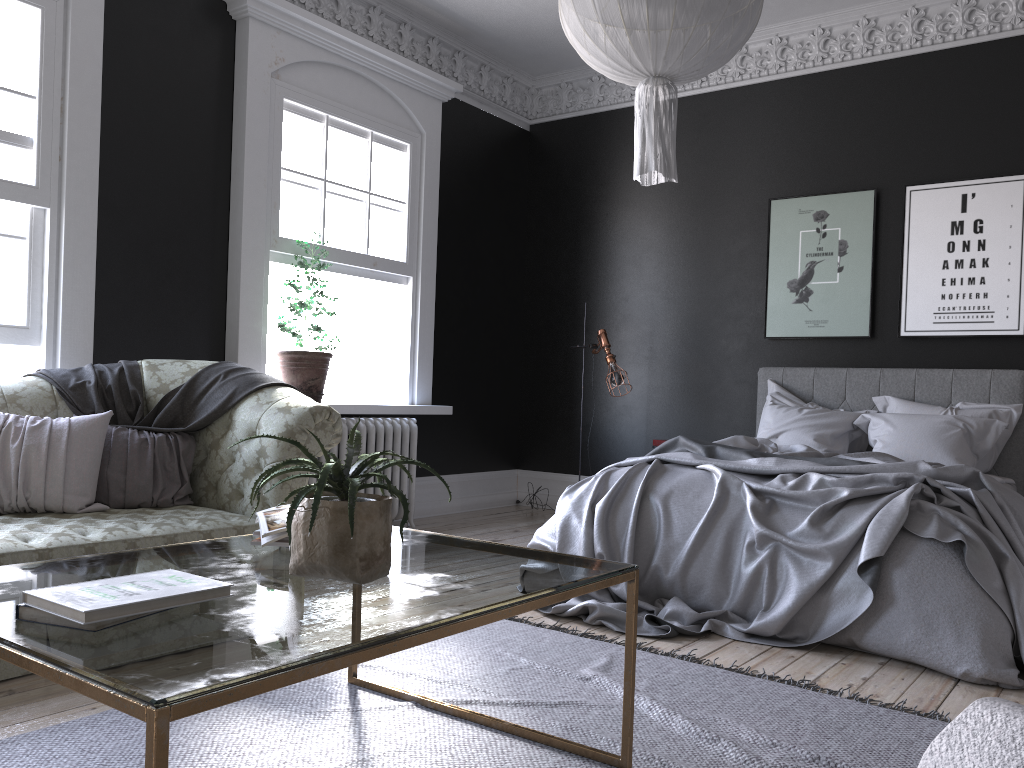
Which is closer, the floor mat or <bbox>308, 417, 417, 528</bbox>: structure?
the floor mat

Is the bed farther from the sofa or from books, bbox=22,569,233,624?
books, bbox=22,569,233,624

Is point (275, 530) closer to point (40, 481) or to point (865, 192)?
point (40, 481)

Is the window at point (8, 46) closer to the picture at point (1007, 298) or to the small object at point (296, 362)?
the small object at point (296, 362)

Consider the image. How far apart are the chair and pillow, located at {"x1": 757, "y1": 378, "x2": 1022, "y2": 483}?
5.20m

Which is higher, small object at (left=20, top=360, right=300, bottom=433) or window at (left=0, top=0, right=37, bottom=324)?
window at (left=0, top=0, right=37, bottom=324)

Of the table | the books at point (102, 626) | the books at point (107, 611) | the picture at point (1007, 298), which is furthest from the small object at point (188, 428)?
the picture at point (1007, 298)

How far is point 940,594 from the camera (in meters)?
3.46

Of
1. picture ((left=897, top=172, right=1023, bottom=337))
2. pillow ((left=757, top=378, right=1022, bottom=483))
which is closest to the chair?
pillow ((left=757, top=378, right=1022, bottom=483))

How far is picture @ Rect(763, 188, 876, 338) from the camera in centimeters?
642cm
